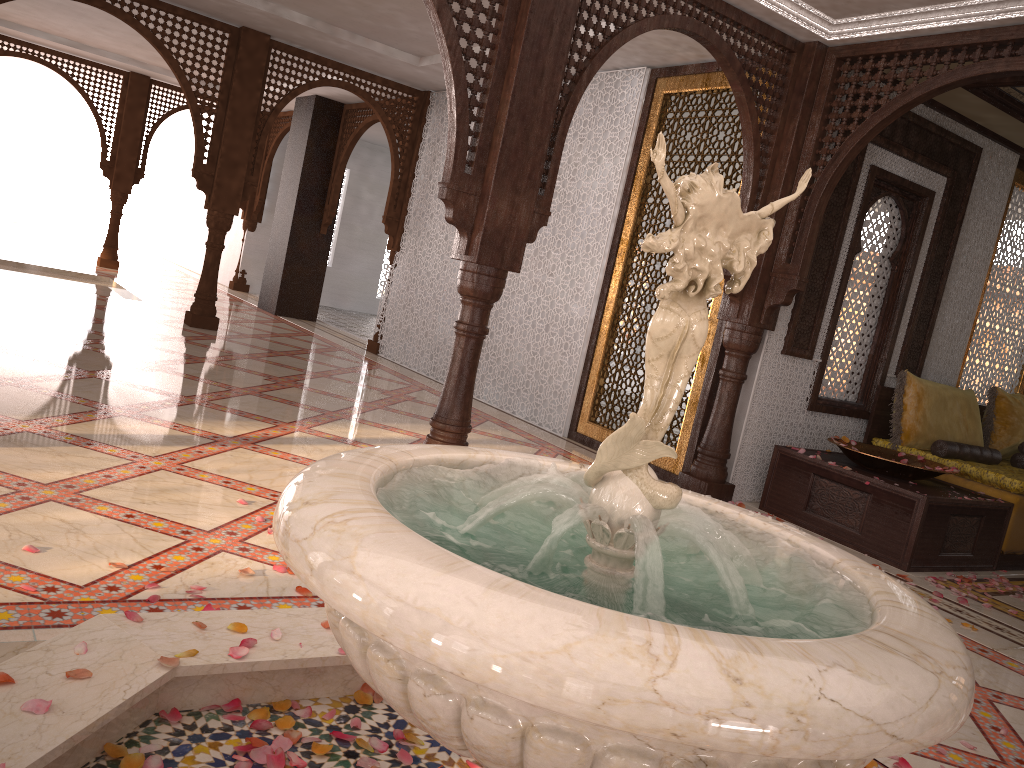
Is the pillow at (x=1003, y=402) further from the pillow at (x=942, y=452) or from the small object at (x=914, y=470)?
Answer: the small object at (x=914, y=470)

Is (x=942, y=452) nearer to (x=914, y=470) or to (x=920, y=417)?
(x=920, y=417)

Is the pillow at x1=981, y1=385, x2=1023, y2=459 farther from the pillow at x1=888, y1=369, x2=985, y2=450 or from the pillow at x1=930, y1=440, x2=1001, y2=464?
the pillow at x1=930, y1=440, x2=1001, y2=464

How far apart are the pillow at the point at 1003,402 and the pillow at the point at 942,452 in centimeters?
30cm

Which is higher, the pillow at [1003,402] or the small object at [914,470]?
the pillow at [1003,402]

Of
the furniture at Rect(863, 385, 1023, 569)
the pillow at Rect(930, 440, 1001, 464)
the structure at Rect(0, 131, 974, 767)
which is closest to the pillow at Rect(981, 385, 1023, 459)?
the furniture at Rect(863, 385, 1023, 569)

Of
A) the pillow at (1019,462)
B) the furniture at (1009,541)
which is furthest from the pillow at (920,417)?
the pillow at (1019,462)

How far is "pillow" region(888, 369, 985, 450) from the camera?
6.0 meters

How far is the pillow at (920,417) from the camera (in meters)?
5.96

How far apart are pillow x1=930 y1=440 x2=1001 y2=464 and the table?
0.4 meters
